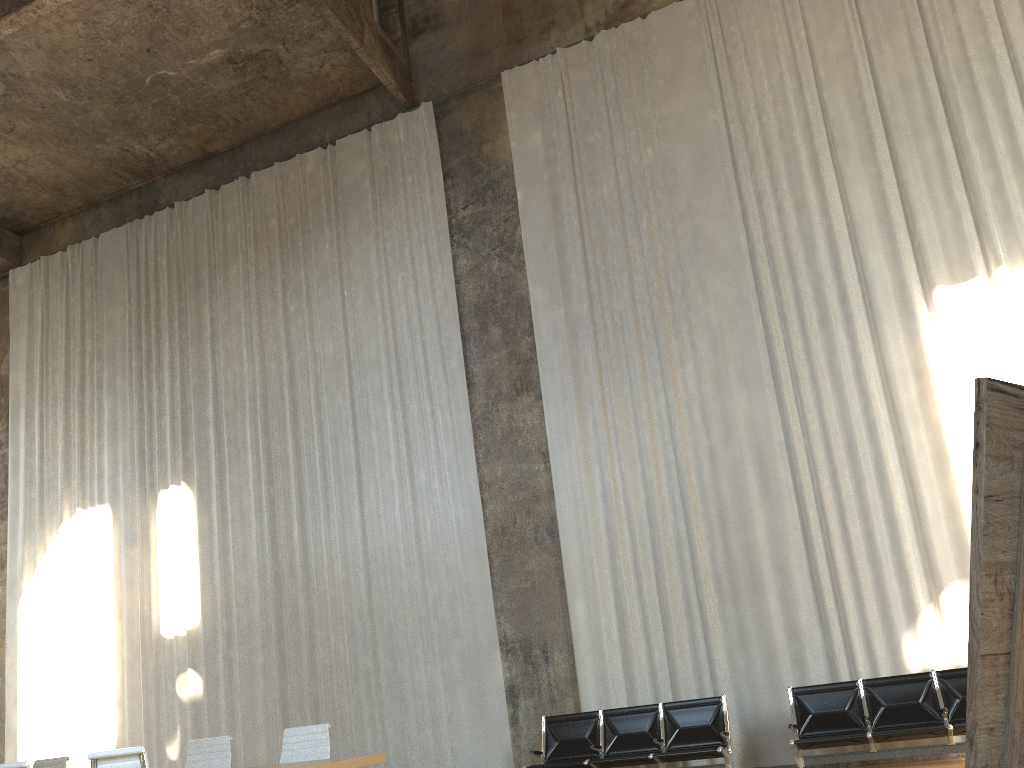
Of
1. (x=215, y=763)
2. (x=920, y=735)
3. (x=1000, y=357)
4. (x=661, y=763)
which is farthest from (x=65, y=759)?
(x=1000, y=357)

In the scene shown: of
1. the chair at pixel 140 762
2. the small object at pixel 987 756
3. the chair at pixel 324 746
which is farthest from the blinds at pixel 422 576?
the small object at pixel 987 756

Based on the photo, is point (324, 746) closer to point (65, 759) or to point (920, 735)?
point (65, 759)

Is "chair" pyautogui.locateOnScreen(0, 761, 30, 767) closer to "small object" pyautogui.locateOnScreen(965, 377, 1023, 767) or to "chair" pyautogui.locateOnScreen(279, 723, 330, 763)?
"chair" pyautogui.locateOnScreen(279, 723, 330, 763)

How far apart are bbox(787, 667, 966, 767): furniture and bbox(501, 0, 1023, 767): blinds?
0.69m

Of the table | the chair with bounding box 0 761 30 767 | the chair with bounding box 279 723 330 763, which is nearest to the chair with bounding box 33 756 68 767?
the chair with bounding box 279 723 330 763

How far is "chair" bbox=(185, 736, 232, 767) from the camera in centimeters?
688cm

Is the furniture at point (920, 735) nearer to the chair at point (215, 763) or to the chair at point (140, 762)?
the chair at point (215, 763)

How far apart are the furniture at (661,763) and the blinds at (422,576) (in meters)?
1.08

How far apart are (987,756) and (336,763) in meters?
4.7 m
